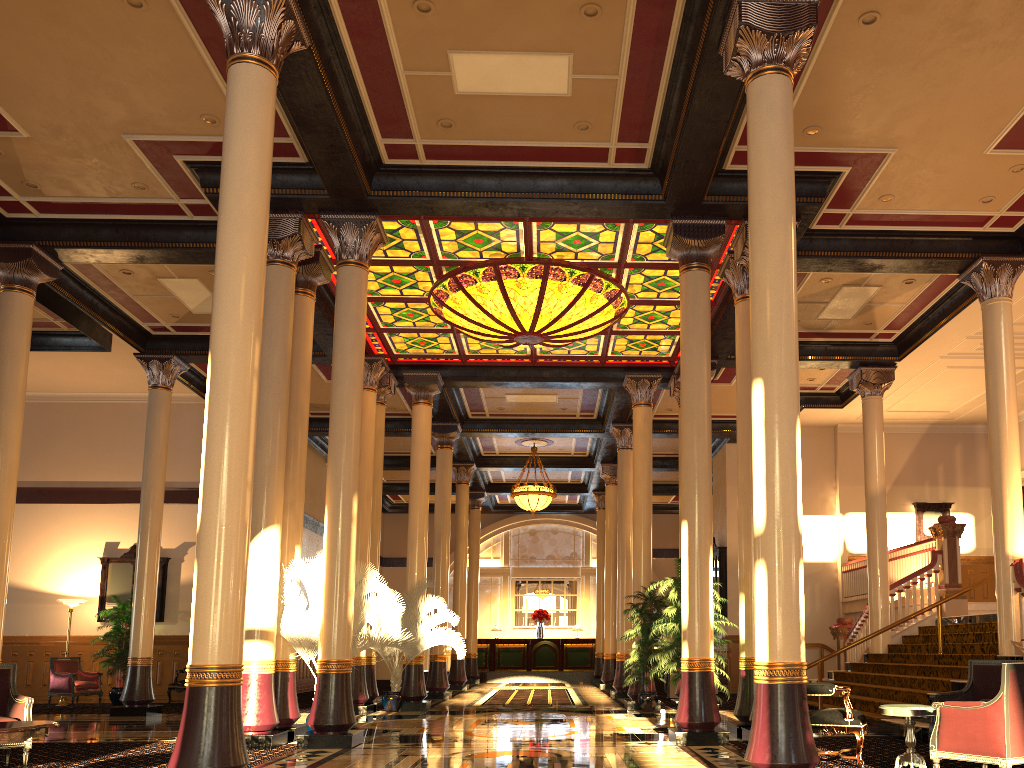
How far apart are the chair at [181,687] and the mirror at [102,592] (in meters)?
1.64

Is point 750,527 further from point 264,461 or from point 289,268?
point 289,268

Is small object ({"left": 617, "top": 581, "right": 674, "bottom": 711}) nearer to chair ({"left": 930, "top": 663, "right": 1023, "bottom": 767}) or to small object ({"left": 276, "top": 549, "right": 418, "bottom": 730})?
small object ({"left": 276, "top": 549, "right": 418, "bottom": 730})

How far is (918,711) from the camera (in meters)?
6.45

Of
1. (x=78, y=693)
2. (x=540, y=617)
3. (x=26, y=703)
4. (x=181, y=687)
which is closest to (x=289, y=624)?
(x=26, y=703)

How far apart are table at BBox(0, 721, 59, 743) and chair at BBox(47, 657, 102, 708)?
11.1 meters

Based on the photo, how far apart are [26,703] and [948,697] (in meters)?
7.66

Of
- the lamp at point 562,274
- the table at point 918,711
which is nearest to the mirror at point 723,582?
the lamp at point 562,274

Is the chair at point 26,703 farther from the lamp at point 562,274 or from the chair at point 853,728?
the lamp at point 562,274

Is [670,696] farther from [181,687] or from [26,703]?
[26,703]
